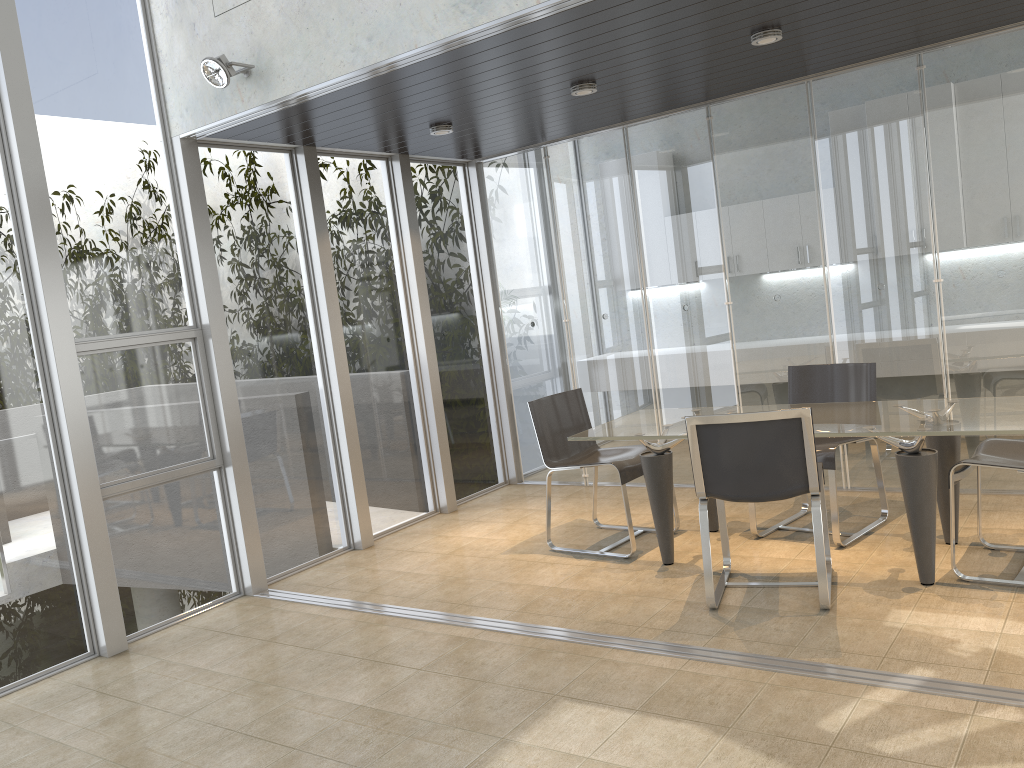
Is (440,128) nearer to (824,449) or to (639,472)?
(639,472)

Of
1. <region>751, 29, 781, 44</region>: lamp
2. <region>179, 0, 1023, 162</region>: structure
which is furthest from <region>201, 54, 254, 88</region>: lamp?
<region>751, 29, 781, 44</region>: lamp

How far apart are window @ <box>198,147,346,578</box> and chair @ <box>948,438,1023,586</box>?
3.7m

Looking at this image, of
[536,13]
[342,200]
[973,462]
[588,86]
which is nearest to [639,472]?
[973,462]

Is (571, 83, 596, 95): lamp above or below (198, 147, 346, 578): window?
above

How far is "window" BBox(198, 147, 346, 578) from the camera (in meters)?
5.40

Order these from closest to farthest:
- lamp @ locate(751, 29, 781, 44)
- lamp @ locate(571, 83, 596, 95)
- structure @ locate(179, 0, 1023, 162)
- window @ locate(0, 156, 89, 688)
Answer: structure @ locate(179, 0, 1023, 162) < window @ locate(0, 156, 89, 688) < lamp @ locate(751, 29, 781, 44) < lamp @ locate(571, 83, 596, 95)

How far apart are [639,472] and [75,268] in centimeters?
325cm

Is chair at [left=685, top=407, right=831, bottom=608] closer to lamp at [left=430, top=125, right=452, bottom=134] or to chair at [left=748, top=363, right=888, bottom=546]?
chair at [left=748, top=363, right=888, bottom=546]

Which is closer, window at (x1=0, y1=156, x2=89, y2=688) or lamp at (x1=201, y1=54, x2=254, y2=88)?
window at (x1=0, y1=156, x2=89, y2=688)
